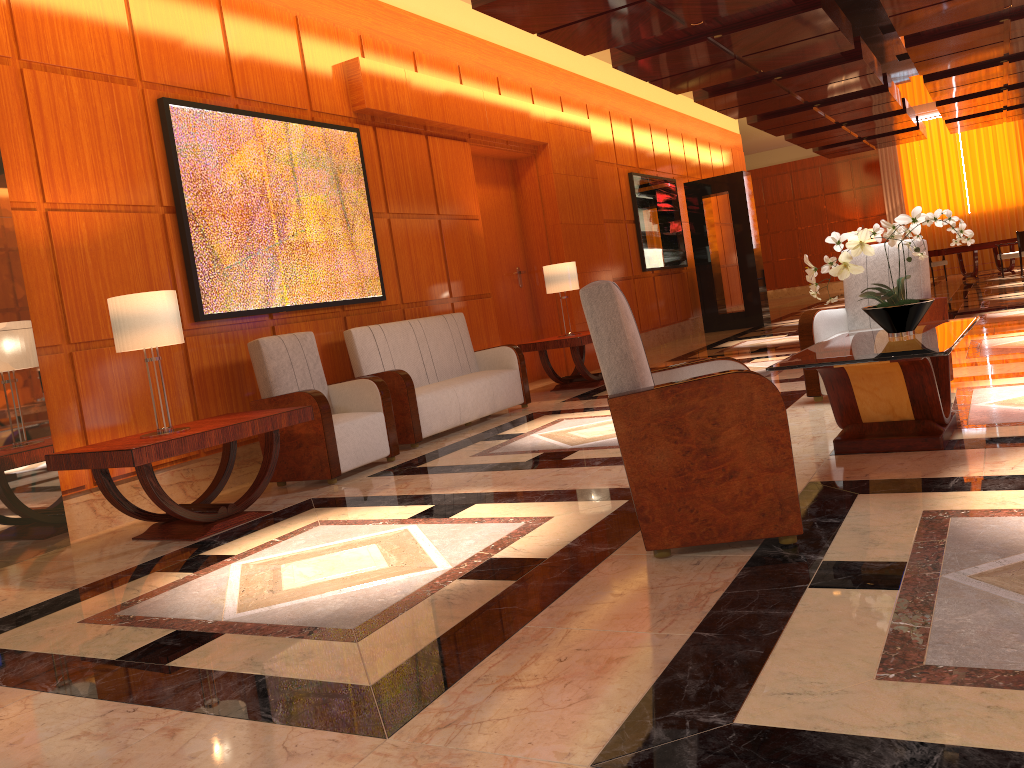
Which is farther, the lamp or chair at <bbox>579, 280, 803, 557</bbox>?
the lamp

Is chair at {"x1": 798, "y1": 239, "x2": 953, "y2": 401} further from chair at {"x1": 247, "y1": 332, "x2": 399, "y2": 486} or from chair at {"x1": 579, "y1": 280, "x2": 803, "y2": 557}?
chair at {"x1": 247, "y1": 332, "x2": 399, "y2": 486}

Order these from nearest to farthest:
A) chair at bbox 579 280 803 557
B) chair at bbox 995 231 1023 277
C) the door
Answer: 1. chair at bbox 579 280 803 557
2. the door
3. chair at bbox 995 231 1023 277

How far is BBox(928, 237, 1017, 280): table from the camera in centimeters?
1825cm

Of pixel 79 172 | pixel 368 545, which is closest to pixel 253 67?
pixel 79 172

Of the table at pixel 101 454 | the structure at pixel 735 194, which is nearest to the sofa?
the table at pixel 101 454

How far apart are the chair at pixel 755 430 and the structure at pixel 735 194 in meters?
11.1

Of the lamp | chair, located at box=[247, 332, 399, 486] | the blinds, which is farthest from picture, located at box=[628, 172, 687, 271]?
the blinds

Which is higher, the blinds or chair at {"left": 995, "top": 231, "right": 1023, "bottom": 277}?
the blinds

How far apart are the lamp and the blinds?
17.7m
